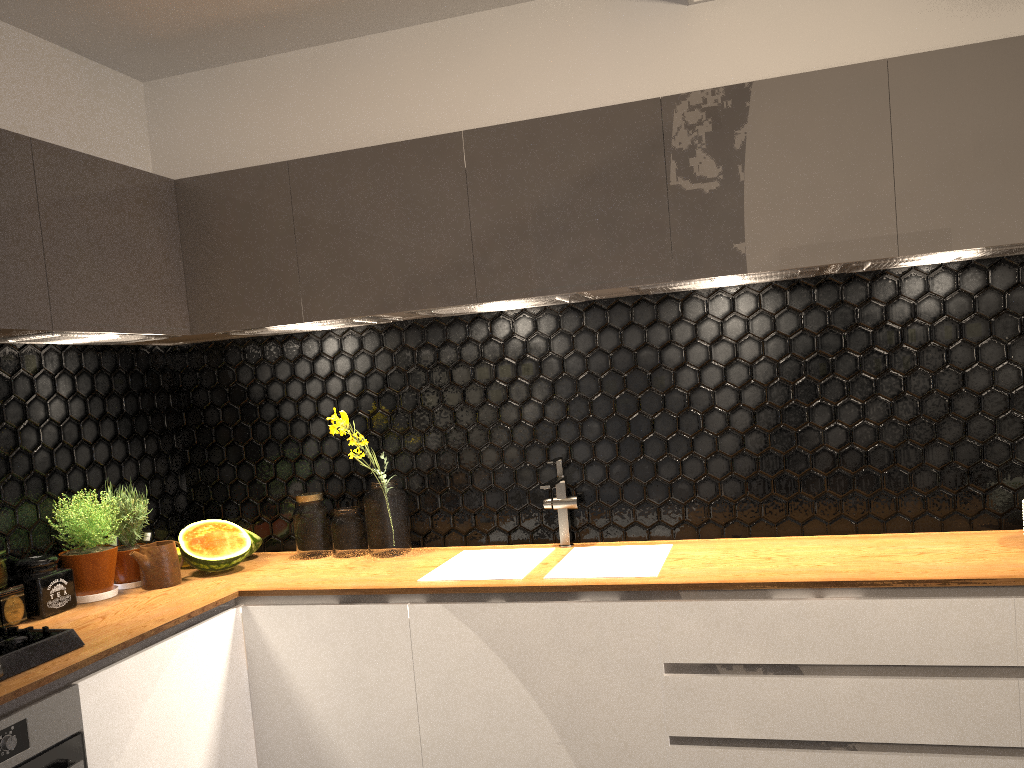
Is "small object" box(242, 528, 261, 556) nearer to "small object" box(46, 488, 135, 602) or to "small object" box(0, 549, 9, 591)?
"small object" box(46, 488, 135, 602)

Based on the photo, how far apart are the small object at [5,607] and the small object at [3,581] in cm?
2

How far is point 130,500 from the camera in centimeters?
290cm

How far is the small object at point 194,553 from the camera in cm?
298

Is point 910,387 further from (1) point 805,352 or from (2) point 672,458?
(2) point 672,458

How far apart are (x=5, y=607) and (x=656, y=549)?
1.9 meters

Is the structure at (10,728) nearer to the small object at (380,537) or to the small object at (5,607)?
the small object at (5,607)

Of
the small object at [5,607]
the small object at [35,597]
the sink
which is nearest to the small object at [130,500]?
the small object at [35,597]

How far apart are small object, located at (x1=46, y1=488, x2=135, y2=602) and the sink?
1.0m

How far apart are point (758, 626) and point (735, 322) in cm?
101
